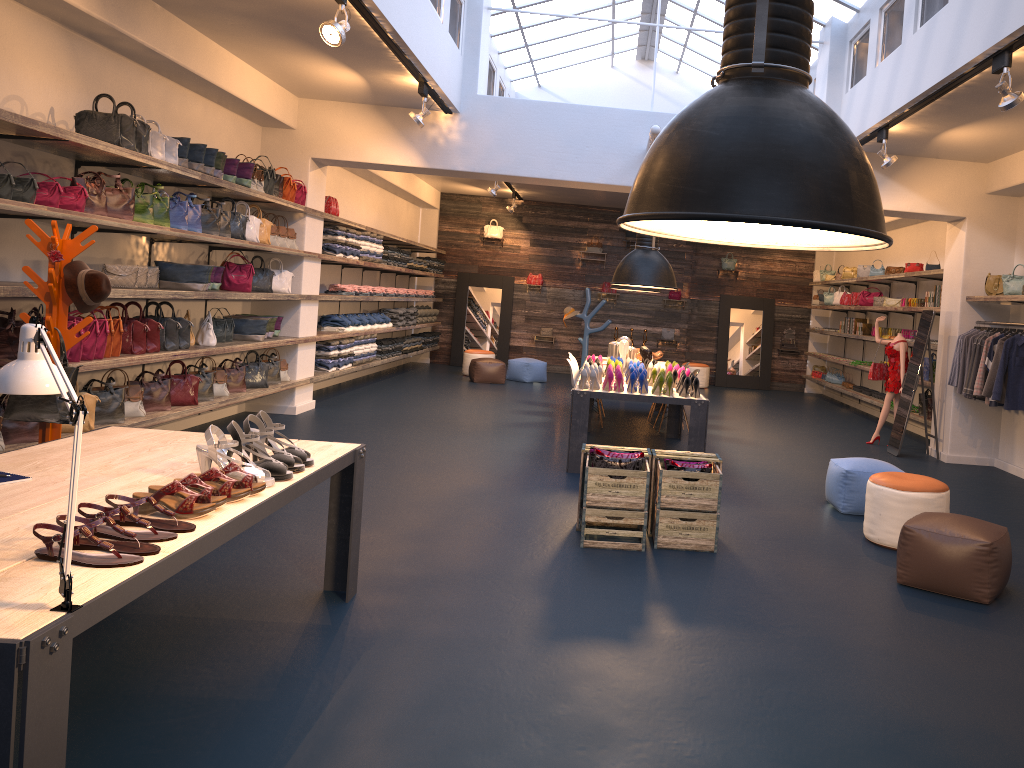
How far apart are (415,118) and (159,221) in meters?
2.7 m

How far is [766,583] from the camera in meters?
4.9 m

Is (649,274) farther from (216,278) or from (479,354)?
(479,354)

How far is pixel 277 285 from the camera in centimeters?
984cm

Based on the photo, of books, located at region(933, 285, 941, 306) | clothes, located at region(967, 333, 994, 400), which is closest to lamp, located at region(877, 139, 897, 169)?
clothes, located at region(967, 333, 994, 400)

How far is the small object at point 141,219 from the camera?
6.78m

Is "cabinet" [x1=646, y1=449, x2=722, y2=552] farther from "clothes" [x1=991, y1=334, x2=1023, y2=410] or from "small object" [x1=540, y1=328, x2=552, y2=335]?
"small object" [x1=540, y1=328, x2=552, y2=335]

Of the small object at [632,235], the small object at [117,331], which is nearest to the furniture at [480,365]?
the small object at [632,235]

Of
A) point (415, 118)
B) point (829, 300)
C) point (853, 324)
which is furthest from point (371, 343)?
point (829, 300)

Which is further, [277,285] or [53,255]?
[277,285]
